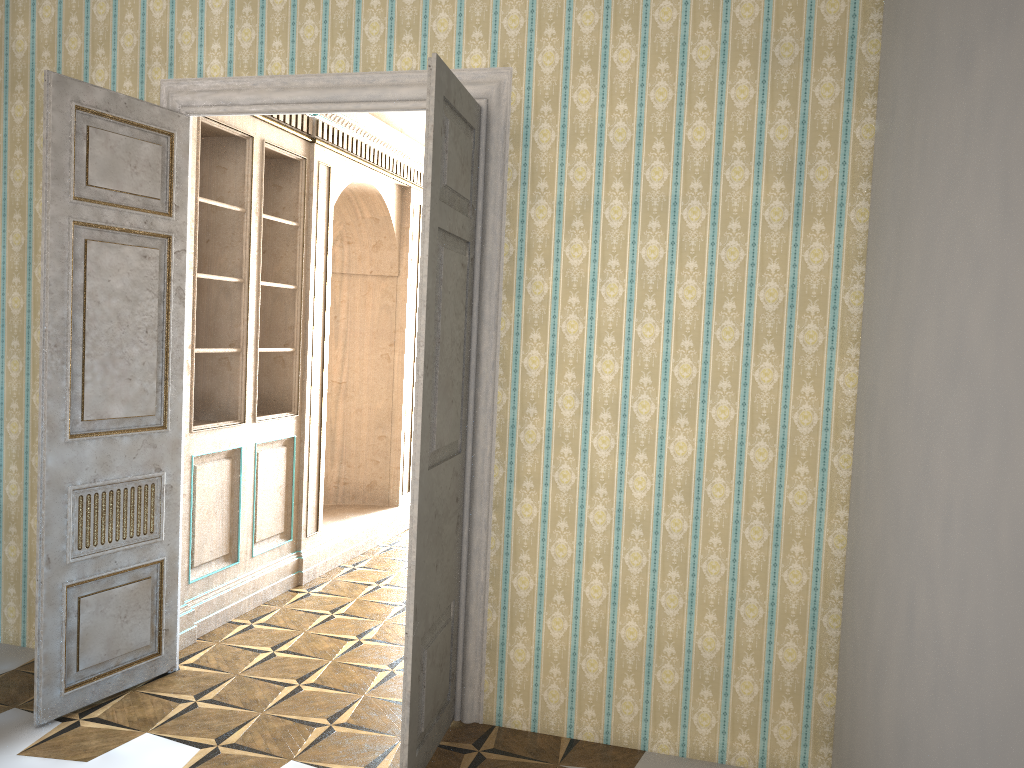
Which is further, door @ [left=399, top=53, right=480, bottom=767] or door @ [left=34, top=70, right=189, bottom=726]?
door @ [left=34, top=70, right=189, bottom=726]

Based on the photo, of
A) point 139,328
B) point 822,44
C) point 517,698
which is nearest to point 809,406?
point 822,44

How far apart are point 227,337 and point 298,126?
1.4m

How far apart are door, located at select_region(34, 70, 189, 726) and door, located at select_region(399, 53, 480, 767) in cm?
143

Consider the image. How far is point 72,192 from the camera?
3.6m

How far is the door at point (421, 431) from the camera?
3.13m

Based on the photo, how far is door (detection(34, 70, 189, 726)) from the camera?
3.6 meters

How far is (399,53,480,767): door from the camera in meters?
3.1
